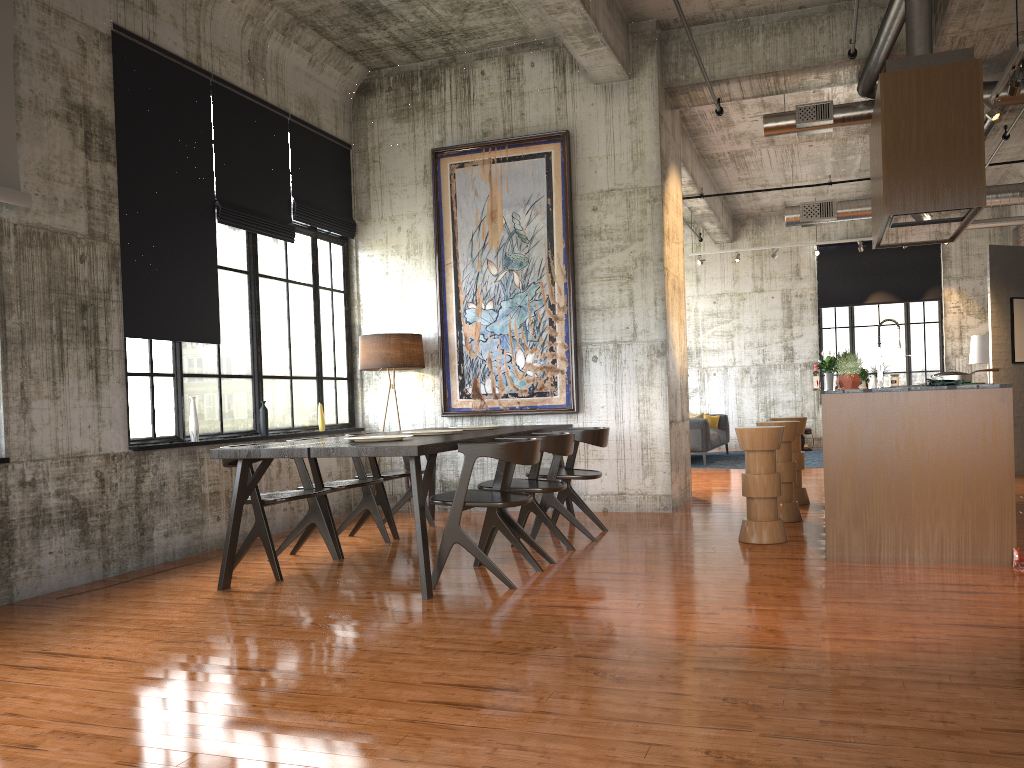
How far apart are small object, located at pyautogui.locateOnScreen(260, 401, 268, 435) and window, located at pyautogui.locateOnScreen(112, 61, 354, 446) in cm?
10

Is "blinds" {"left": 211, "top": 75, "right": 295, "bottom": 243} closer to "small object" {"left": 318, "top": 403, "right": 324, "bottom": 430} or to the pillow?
"small object" {"left": 318, "top": 403, "right": 324, "bottom": 430}

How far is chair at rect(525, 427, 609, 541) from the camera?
7.79m

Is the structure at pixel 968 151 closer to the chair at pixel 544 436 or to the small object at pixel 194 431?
the chair at pixel 544 436

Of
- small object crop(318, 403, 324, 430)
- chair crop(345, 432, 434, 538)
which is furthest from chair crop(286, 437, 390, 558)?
small object crop(318, 403, 324, 430)

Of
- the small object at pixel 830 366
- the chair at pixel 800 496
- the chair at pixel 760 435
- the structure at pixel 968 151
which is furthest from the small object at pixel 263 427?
the small object at pixel 830 366

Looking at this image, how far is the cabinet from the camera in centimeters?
615cm

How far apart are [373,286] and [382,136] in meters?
1.8 m

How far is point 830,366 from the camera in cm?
1036

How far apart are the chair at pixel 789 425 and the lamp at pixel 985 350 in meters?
11.4
